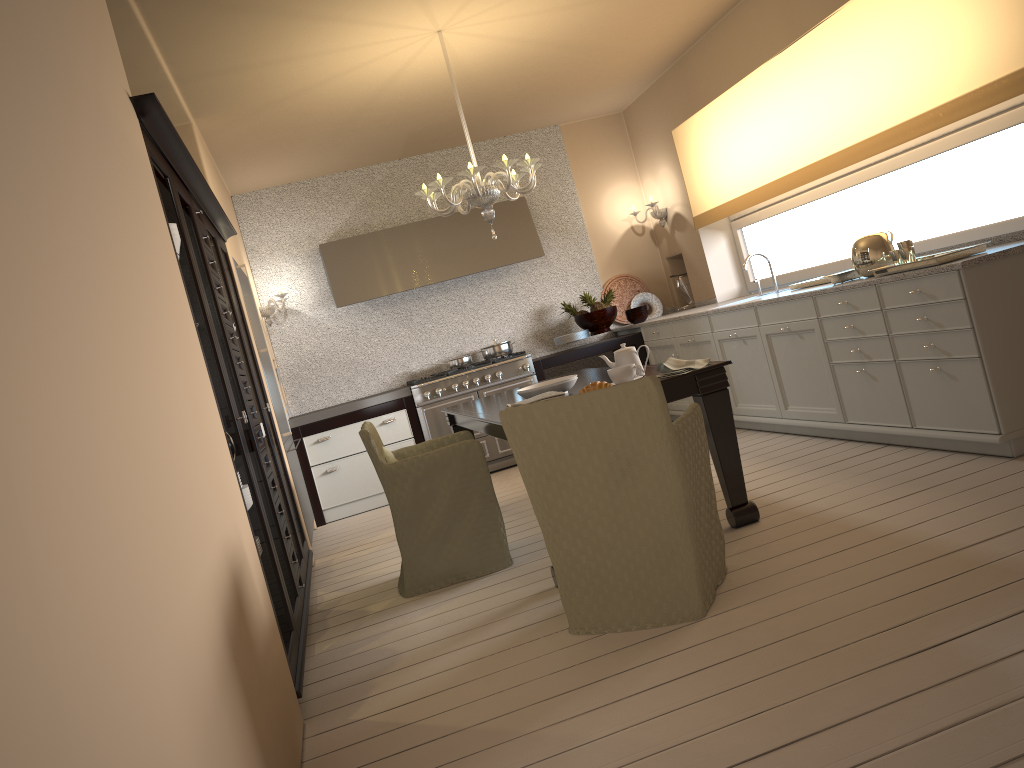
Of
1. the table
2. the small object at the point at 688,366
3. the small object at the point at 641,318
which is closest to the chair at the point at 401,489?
the table

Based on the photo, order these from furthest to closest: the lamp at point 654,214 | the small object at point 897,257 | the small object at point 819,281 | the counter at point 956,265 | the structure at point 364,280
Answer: the lamp at point 654,214 → the structure at point 364,280 → the small object at point 819,281 → the small object at point 897,257 → the counter at point 956,265

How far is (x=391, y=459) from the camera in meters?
4.0

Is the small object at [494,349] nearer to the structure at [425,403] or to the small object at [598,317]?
the structure at [425,403]

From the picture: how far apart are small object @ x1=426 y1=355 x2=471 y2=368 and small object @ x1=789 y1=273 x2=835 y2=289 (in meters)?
2.79

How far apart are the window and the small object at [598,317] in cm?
105

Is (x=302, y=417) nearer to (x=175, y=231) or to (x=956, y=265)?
(x=175, y=231)

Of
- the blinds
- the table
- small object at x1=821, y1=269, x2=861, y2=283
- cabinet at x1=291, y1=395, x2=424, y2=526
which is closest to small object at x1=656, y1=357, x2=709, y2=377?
the table

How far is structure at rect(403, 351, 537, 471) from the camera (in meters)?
6.48

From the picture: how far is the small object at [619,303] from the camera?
→ 7.48m
